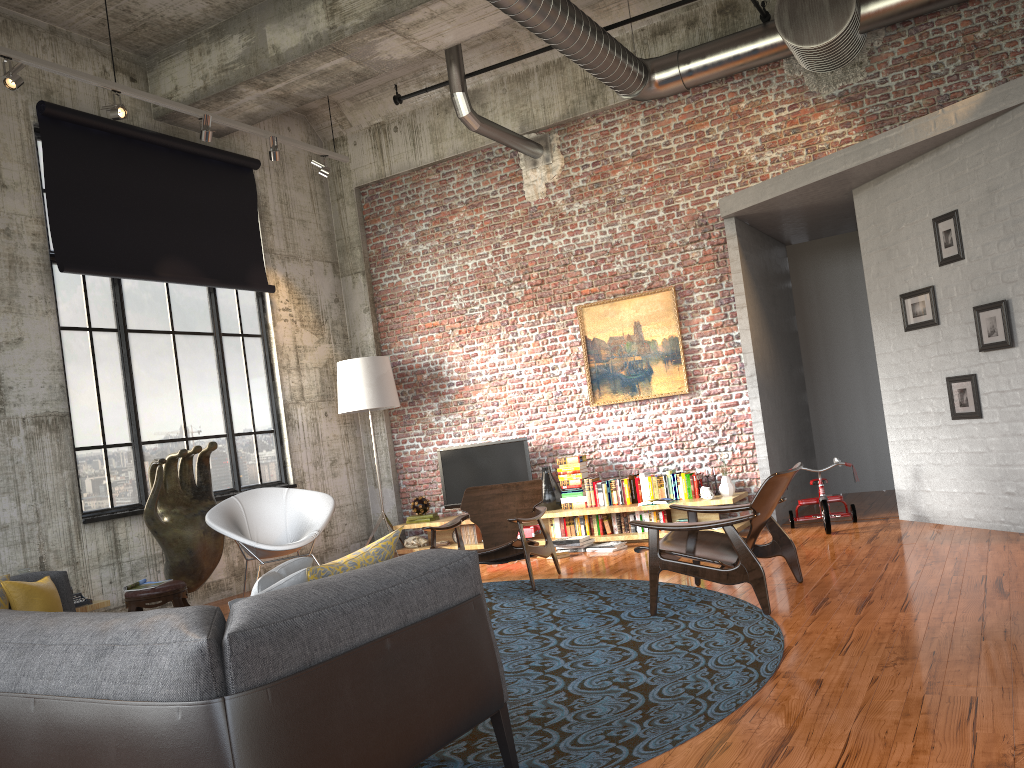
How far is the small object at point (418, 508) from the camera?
9.87m

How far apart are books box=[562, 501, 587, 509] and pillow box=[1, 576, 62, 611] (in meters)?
5.50

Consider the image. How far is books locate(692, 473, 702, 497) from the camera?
8.5m

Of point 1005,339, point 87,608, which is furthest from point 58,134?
point 1005,339

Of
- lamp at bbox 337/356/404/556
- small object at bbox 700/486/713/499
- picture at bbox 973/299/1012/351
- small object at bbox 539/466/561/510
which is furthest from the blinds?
picture at bbox 973/299/1012/351

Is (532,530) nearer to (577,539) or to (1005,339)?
(577,539)

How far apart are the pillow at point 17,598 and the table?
2.4 meters

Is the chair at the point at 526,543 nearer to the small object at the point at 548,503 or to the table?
the small object at the point at 548,503

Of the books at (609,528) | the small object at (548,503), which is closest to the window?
the small object at (548,503)

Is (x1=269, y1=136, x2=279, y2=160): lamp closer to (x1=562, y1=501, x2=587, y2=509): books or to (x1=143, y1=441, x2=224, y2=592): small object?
(x1=143, y1=441, x2=224, y2=592): small object
